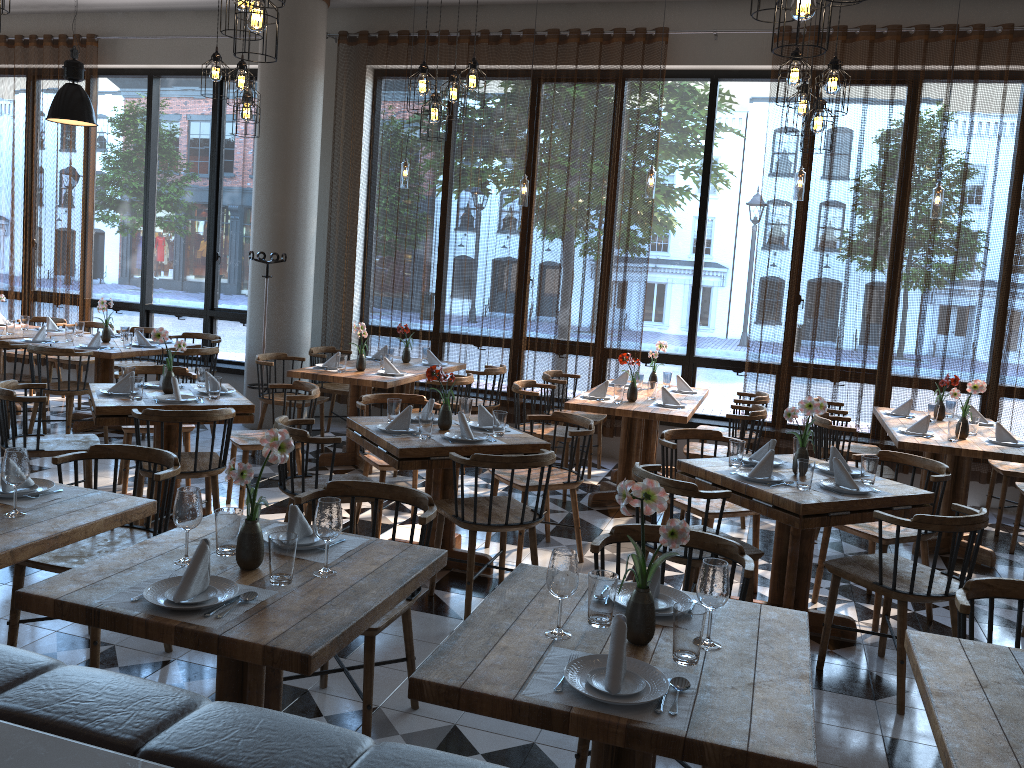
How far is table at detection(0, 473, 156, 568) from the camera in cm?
263

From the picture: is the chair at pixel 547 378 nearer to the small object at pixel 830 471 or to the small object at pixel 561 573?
the small object at pixel 830 471

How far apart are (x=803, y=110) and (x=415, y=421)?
2.9m

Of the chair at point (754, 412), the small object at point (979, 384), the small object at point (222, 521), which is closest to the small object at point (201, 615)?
the small object at point (222, 521)

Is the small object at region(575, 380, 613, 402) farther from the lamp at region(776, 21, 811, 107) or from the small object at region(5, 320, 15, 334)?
the small object at region(5, 320, 15, 334)

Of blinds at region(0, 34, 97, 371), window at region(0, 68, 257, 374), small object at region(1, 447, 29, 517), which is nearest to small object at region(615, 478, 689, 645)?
small object at region(1, 447, 29, 517)

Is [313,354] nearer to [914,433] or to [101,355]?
[101,355]

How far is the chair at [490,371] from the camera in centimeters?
747cm

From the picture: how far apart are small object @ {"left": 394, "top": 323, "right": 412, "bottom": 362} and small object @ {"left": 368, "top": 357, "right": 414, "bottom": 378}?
0.83m

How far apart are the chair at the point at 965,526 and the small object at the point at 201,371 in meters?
3.9 m
